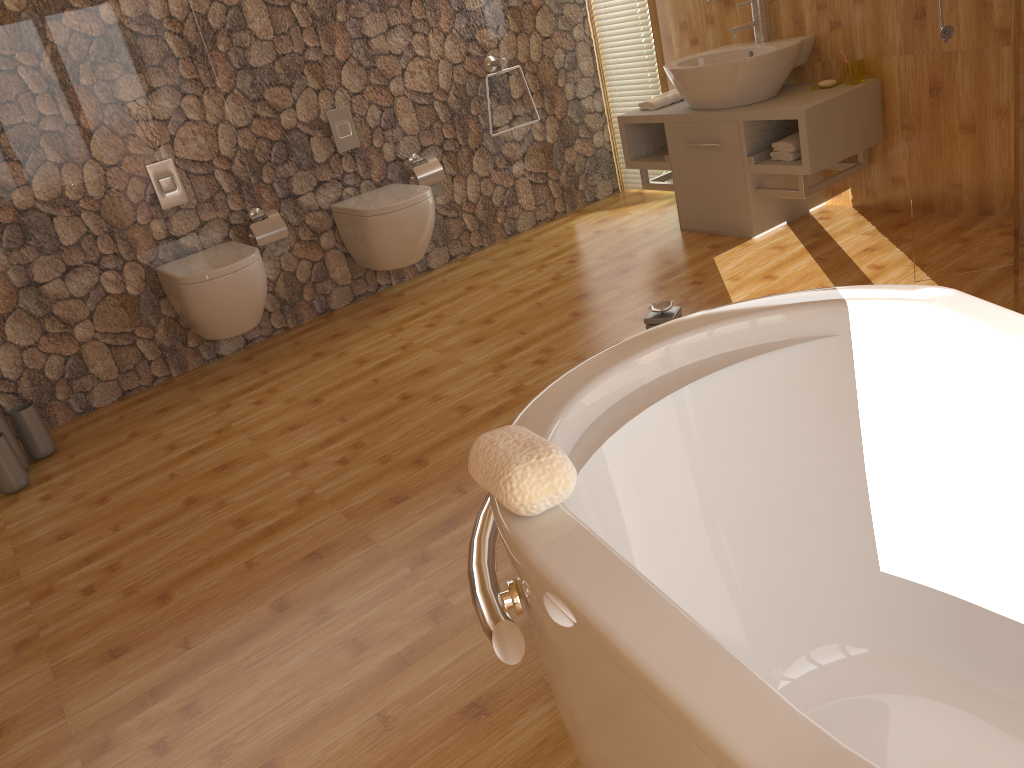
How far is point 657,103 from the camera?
4.33m

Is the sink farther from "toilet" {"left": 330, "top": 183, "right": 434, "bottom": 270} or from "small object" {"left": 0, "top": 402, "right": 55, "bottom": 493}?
"small object" {"left": 0, "top": 402, "right": 55, "bottom": 493}

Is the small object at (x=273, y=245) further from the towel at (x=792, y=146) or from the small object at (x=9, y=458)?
the towel at (x=792, y=146)

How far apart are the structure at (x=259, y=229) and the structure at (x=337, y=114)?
0.48m

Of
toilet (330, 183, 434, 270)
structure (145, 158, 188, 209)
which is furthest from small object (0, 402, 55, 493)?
toilet (330, 183, 434, 270)

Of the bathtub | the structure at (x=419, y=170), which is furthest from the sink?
the bathtub

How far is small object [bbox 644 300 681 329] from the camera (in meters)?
2.19

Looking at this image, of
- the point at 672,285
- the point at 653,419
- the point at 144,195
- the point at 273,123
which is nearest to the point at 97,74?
the point at 144,195

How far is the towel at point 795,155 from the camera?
3.74m

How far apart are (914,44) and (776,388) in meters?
1.9 m
